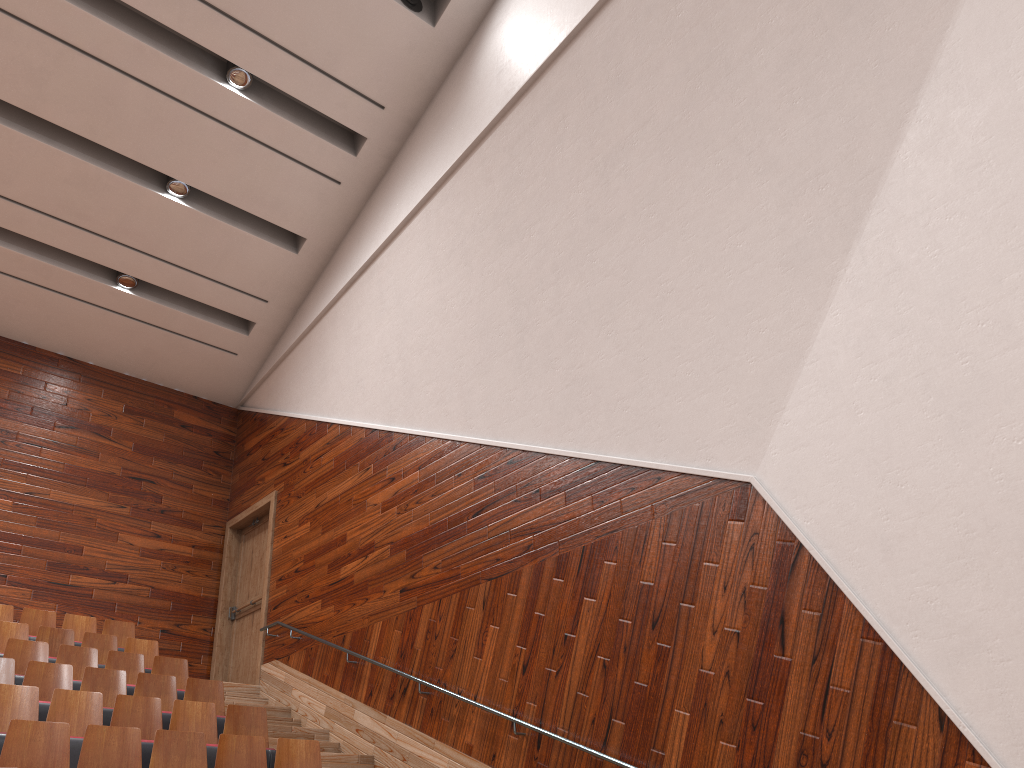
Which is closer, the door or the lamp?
the lamp

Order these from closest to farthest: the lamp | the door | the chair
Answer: the chair < the lamp < the door

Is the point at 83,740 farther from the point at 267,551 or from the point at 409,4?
the point at 409,4

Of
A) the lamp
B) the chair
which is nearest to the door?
the chair

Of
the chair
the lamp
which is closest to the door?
the chair

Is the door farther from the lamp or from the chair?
the lamp

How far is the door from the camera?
1.0 meters

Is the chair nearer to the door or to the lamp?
the door

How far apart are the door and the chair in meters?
0.1

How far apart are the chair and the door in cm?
14
